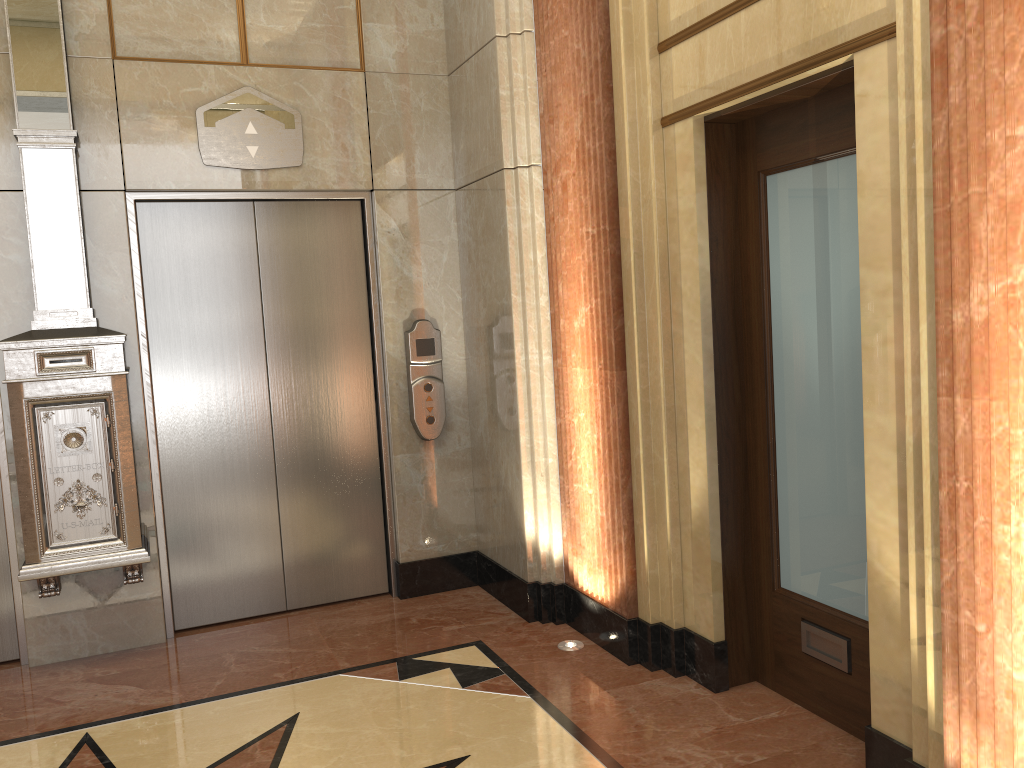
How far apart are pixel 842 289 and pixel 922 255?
0.70m
